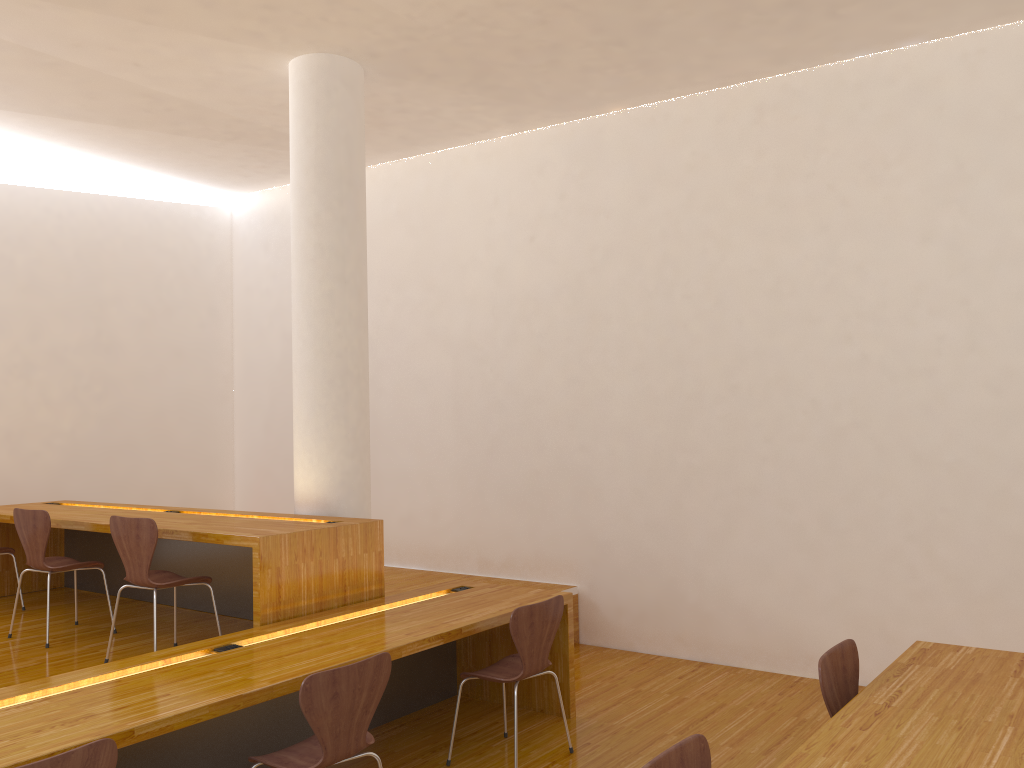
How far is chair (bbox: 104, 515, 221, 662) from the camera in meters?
4.0

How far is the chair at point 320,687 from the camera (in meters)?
2.73

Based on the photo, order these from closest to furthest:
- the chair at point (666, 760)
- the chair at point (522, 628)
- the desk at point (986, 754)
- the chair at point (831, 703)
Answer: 1. the chair at point (666, 760)
2. the desk at point (986, 754)
3. the chair at point (831, 703)
4. the chair at point (522, 628)

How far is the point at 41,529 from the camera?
4.57m

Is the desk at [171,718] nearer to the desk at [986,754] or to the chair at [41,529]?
the chair at [41,529]

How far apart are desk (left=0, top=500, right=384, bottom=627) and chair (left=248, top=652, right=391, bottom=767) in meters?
0.9 m

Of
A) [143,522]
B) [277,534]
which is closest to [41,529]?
[143,522]

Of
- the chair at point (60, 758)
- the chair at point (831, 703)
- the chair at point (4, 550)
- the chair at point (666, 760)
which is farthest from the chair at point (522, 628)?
the chair at point (4, 550)

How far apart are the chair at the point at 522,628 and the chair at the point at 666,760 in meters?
1.6 m

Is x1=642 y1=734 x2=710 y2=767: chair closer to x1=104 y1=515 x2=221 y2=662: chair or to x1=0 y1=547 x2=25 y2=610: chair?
x1=104 y1=515 x2=221 y2=662: chair
